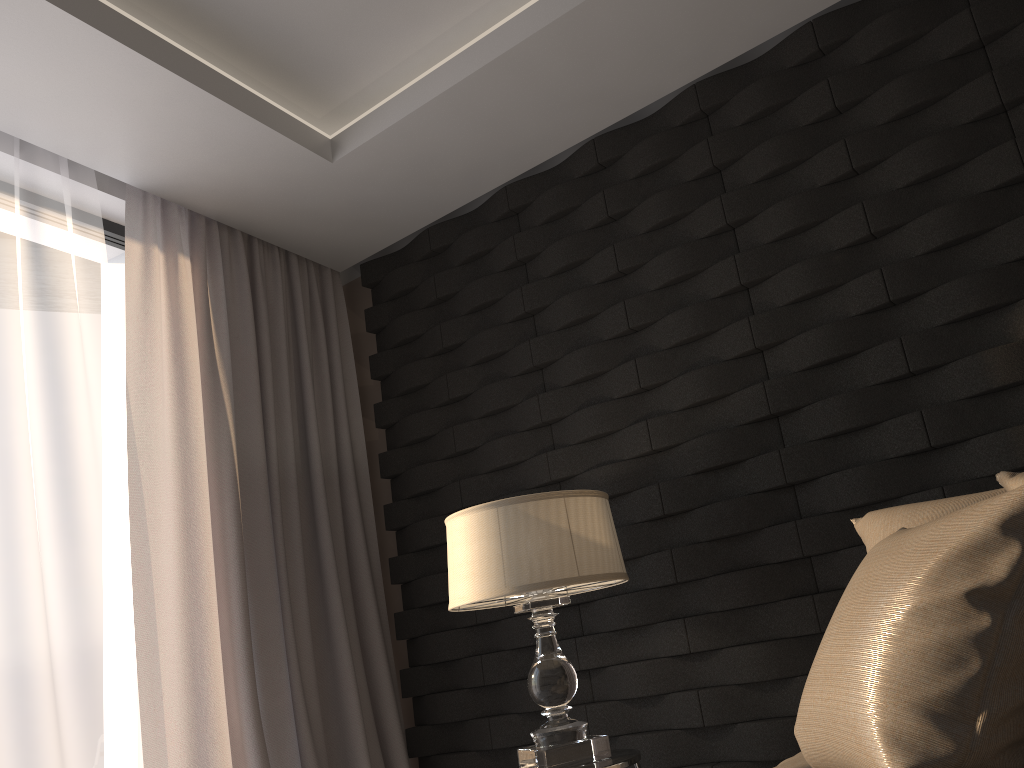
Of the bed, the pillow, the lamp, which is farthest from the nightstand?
the pillow

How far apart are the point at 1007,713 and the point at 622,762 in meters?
1.1

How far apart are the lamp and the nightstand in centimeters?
2cm

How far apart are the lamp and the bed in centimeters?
53cm

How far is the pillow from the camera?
1.0 meters

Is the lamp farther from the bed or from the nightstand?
the bed

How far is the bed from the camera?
1.6m

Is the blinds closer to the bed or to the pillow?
the bed

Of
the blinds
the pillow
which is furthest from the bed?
the blinds

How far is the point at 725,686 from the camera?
2.4 meters
